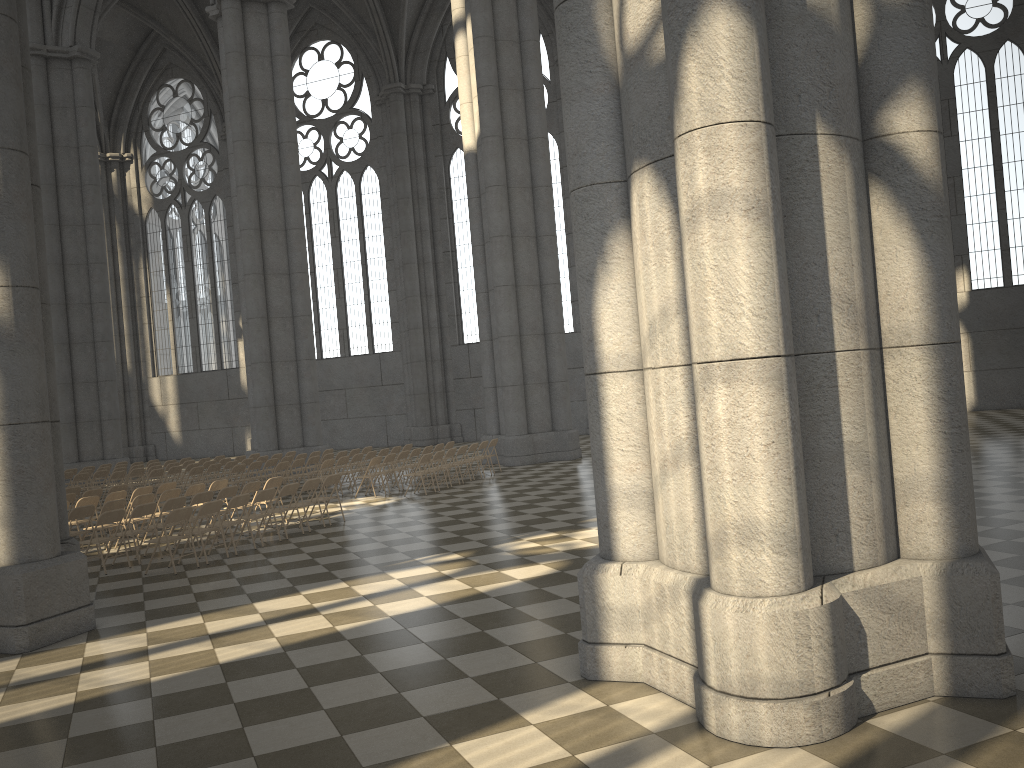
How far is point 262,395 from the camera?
25.4m

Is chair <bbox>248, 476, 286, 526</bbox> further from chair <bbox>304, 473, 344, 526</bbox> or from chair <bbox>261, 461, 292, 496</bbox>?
chair <bbox>261, 461, 292, 496</bbox>

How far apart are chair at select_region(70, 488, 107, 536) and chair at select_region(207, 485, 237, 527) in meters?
3.4 m

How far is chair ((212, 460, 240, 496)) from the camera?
20.9m

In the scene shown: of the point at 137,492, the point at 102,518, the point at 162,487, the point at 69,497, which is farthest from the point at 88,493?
the point at 102,518

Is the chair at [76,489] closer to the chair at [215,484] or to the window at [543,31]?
the chair at [215,484]

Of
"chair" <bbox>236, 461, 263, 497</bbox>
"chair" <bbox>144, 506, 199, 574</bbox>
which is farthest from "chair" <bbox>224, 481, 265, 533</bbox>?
"chair" <bbox>236, 461, 263, 497</bbox>

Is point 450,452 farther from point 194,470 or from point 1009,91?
point 1009,91

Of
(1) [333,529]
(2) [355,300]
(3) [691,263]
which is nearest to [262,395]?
(2) [355,300]

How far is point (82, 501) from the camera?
14.1 meters
